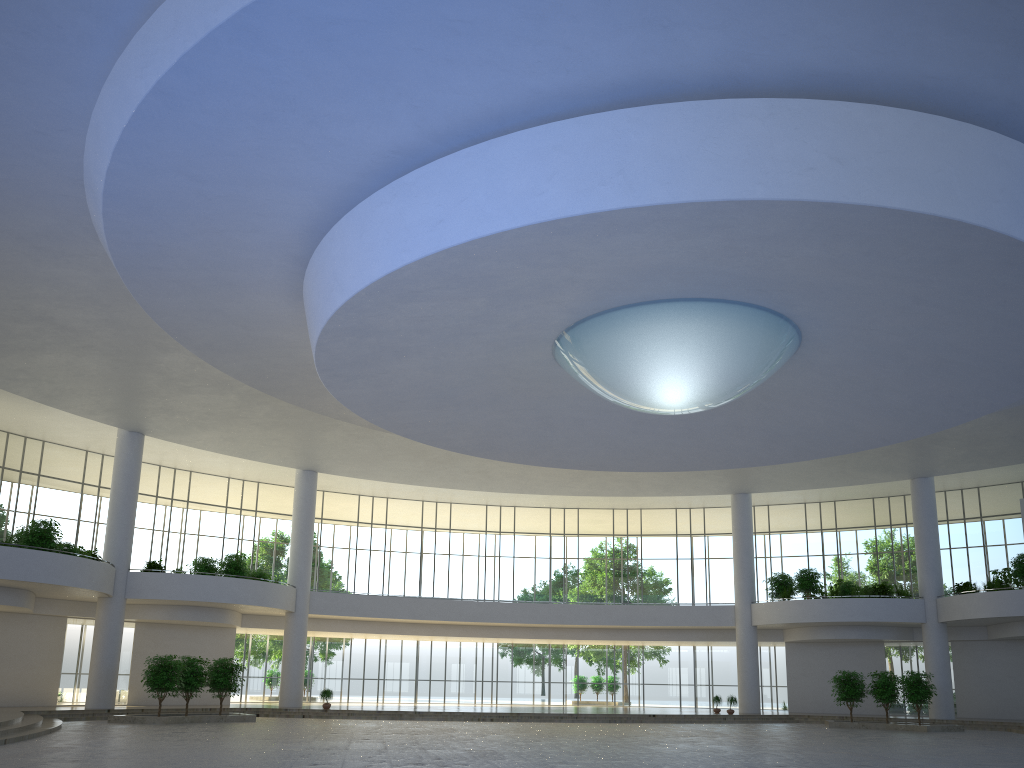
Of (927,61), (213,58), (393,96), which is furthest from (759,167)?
(213,58)

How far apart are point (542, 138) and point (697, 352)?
15.0 meters
